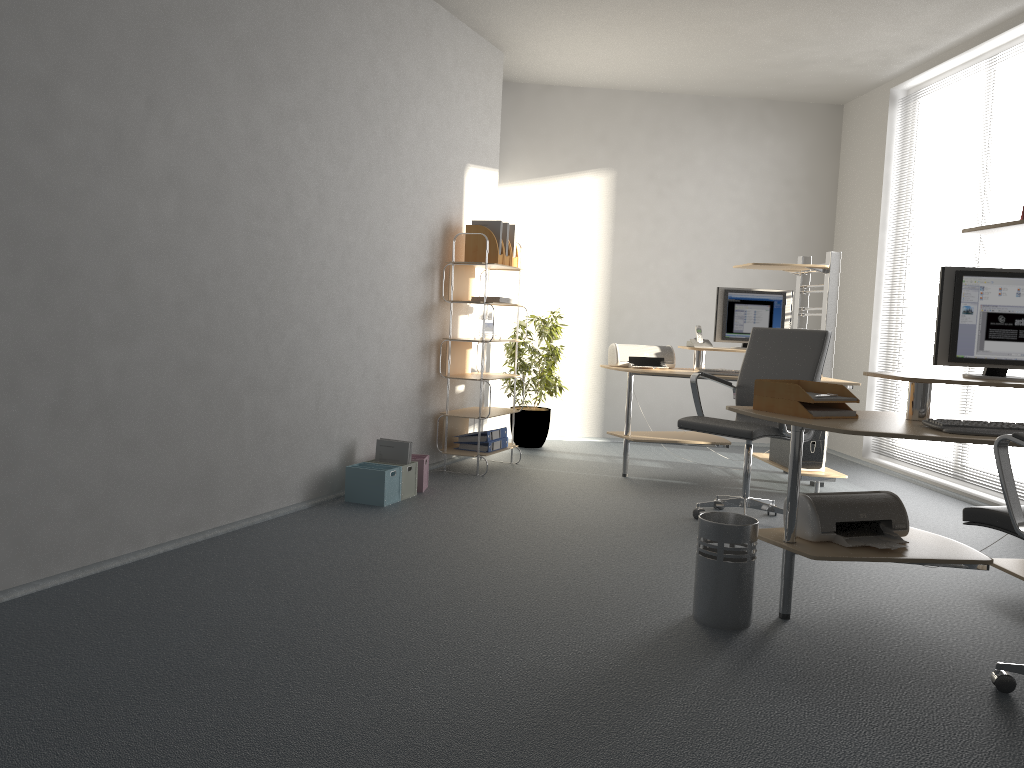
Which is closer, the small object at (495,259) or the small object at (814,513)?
the small object at (814,513)

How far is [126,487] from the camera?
3.52m

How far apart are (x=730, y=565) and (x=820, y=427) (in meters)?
0.56

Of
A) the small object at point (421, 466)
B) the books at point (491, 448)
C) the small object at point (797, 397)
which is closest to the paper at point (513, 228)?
the books at point (491, 448)

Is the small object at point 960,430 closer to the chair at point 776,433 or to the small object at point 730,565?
the small object at point 730,565

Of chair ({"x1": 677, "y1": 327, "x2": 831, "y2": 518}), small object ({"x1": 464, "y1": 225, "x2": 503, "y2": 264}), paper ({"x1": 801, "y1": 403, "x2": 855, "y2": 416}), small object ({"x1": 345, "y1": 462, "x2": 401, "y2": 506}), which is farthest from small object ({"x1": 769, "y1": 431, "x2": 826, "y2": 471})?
small object ({"x1": 345, "y1": 462, "x2": 401, "y2": 506})

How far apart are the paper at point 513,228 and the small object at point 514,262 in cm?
14

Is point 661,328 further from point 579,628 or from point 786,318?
point 579,628

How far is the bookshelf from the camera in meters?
5.8

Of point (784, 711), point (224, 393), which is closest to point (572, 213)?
point (224, 393)
